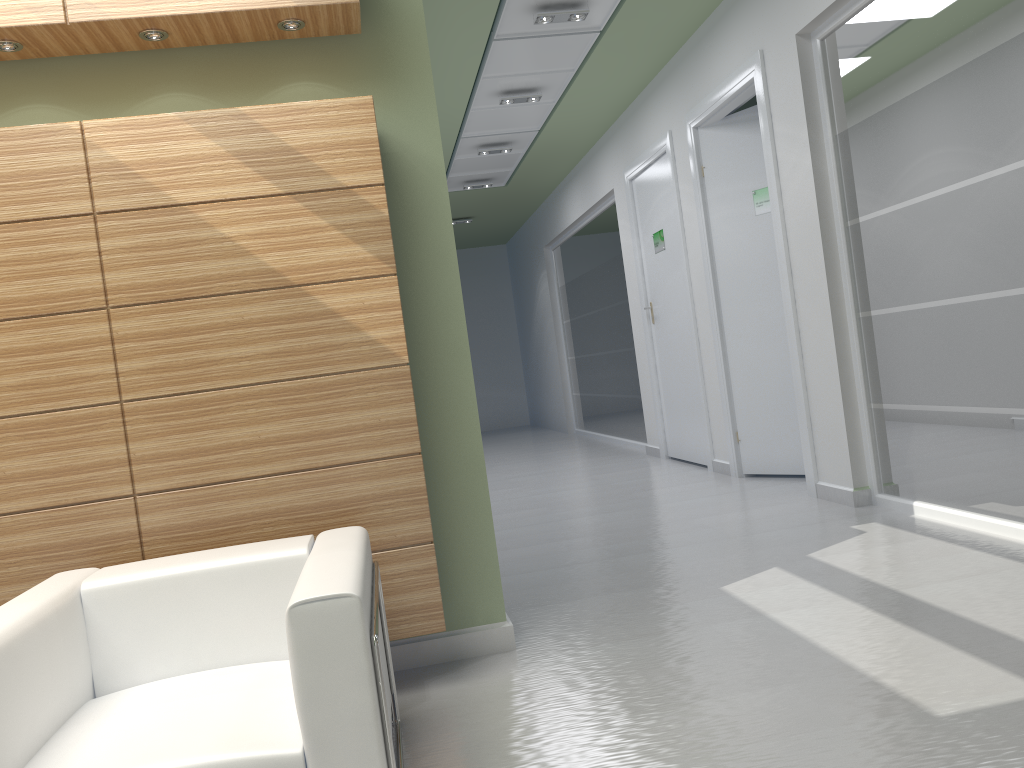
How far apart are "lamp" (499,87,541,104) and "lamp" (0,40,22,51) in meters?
9.1

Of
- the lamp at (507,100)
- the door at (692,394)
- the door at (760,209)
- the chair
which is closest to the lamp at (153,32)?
the chair

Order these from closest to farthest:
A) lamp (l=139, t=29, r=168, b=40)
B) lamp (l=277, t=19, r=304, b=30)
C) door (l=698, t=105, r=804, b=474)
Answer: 1. lamp (l=139, t=29, r=168, b=40)
2. lamp (l=277, t=19, r=304, b=30)
3. door (l=698, t=105, r=804, b=474)

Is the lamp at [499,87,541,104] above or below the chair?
above

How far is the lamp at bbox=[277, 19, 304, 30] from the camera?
5.9m

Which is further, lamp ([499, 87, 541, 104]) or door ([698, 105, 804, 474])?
lamp ([499, 87, 541, 104])

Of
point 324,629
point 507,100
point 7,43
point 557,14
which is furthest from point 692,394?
point 324,629

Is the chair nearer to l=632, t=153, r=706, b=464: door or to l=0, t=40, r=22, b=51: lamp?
l=0, t=40, r=22, b=51: lamp

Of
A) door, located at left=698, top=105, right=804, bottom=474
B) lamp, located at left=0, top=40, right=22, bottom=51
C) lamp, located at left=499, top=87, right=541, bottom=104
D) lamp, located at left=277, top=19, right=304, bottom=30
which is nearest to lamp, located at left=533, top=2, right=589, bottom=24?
door, located at left=698, top=105, right=804, bottom=474

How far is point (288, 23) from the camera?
5.88m
